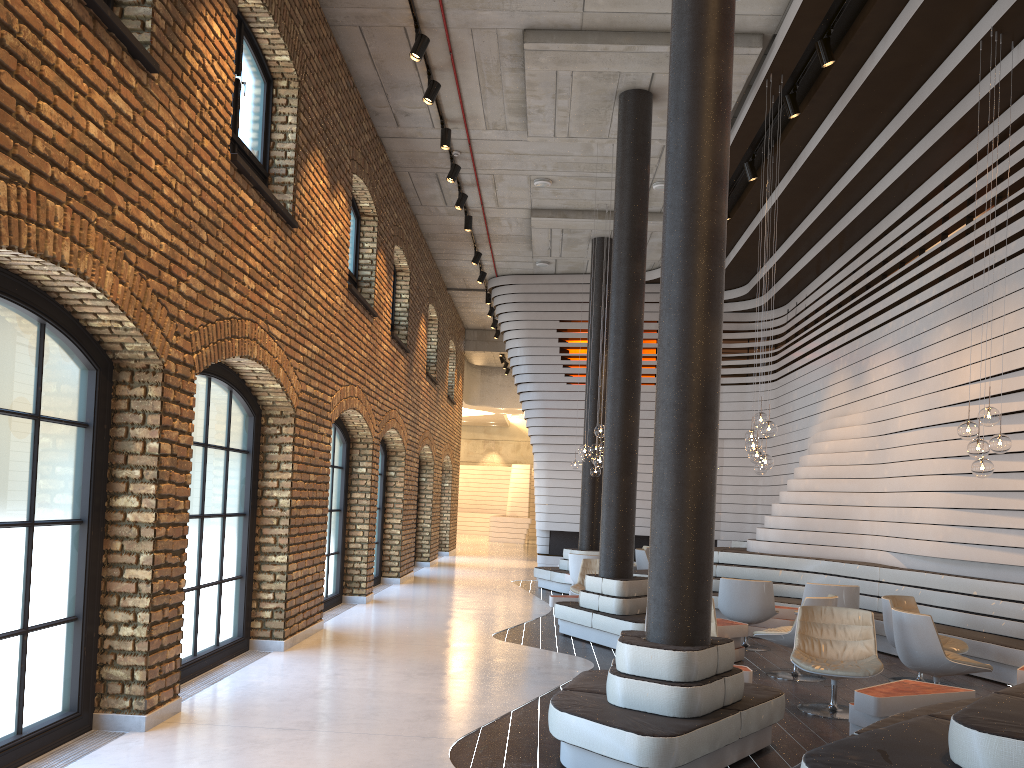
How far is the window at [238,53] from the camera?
7.4 meters

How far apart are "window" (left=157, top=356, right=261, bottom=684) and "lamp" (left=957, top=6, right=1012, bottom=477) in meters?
6.1

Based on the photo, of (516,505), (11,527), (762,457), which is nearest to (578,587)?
(762,457)

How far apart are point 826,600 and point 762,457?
1.6m

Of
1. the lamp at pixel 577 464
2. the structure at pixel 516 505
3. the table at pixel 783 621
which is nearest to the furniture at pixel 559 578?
the lamp at pixel 577 464

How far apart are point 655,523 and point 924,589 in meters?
5.9 m

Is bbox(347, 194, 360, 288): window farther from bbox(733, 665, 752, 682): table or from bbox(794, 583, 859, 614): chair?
bbox(733, 665, 752, 682): table

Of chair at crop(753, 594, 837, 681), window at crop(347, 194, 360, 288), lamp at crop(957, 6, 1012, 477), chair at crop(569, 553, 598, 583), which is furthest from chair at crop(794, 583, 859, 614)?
window at crop(347, 194, 360, 288)

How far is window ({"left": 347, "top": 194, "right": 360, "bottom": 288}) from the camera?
11.69m

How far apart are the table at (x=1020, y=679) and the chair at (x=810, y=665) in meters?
1.1 m
